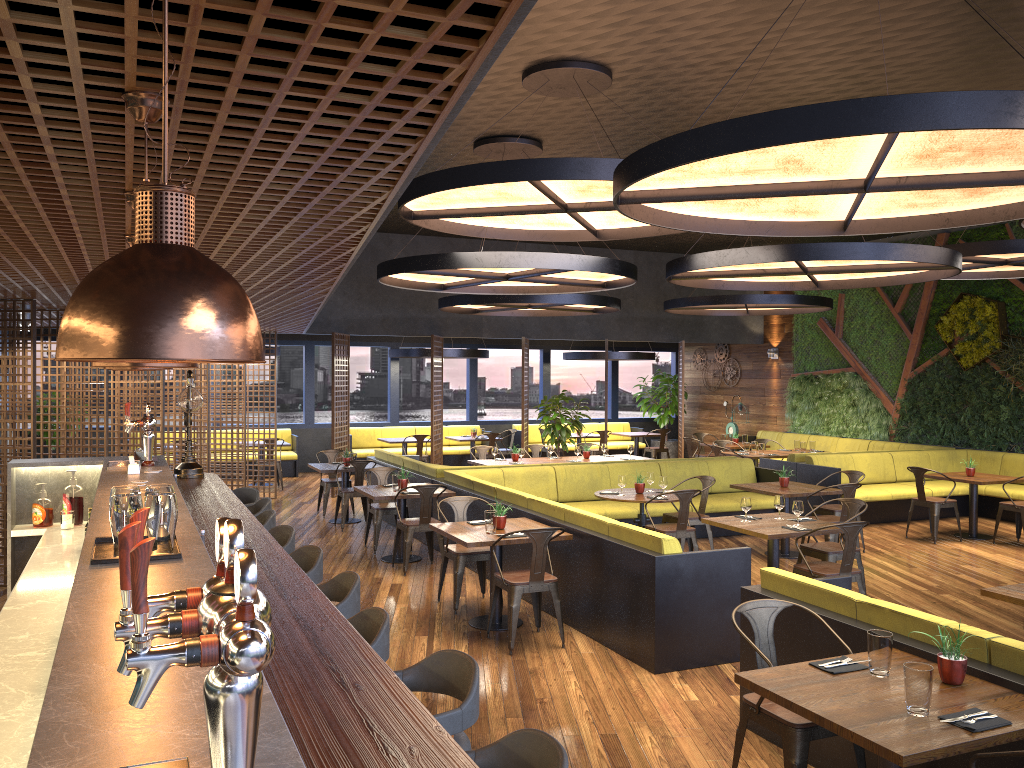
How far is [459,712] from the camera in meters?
2.8 m

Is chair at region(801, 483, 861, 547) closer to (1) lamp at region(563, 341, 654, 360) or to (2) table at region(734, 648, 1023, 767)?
(2) table at region(734, 648, 1023, 767)

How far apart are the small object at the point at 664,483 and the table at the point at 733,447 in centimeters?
693cm

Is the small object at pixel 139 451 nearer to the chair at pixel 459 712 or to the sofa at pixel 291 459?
the chair at pixel 459 712

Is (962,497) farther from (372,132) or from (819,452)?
(372,132)

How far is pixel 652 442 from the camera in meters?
20.9 m

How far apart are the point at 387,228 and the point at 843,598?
11.8 meters

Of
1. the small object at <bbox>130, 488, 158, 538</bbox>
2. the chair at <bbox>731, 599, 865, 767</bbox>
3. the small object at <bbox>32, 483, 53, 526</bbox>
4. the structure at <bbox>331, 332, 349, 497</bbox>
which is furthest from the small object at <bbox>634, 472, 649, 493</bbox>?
the small object at <bbox>130, 488, 158, 538</bbox>

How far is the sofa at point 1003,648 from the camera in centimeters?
369cm

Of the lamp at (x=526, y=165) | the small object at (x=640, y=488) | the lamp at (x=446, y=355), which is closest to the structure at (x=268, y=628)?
the lamp at (x=526, y=165)
